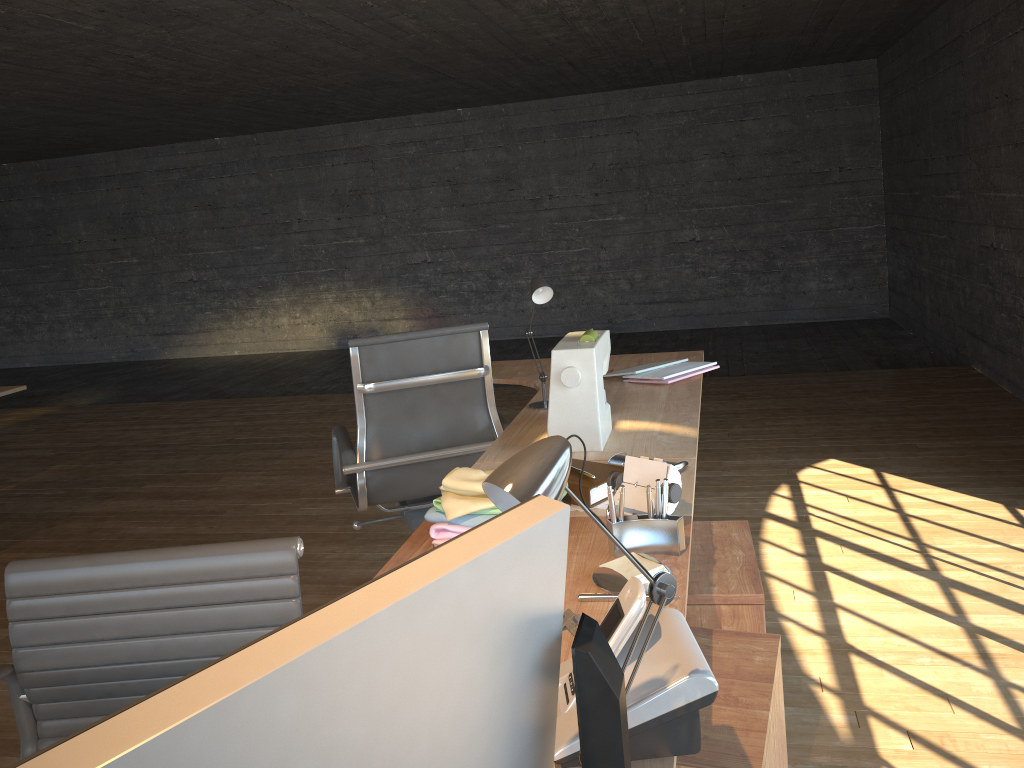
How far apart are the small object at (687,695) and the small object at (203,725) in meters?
0.3

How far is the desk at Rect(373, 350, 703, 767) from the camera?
1.5m

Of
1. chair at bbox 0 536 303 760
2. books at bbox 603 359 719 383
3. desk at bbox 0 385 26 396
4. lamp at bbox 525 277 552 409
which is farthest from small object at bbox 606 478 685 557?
desk at bbox 0 385 26 396

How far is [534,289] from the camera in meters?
2.6

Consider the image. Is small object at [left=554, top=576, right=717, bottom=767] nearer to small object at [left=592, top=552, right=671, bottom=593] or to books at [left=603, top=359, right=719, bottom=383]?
small object at [left=592, top=552, right=671, bottom=593]

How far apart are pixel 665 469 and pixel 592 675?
0.95m

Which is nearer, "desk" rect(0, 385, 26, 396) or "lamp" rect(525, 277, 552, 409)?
"lamp" rect(525, 277, 552, 409)

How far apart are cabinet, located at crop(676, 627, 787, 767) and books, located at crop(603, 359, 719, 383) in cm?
135

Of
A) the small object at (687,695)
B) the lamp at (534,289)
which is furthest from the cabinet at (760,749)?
the lamp at (534,289)

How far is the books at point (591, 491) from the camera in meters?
1.8
